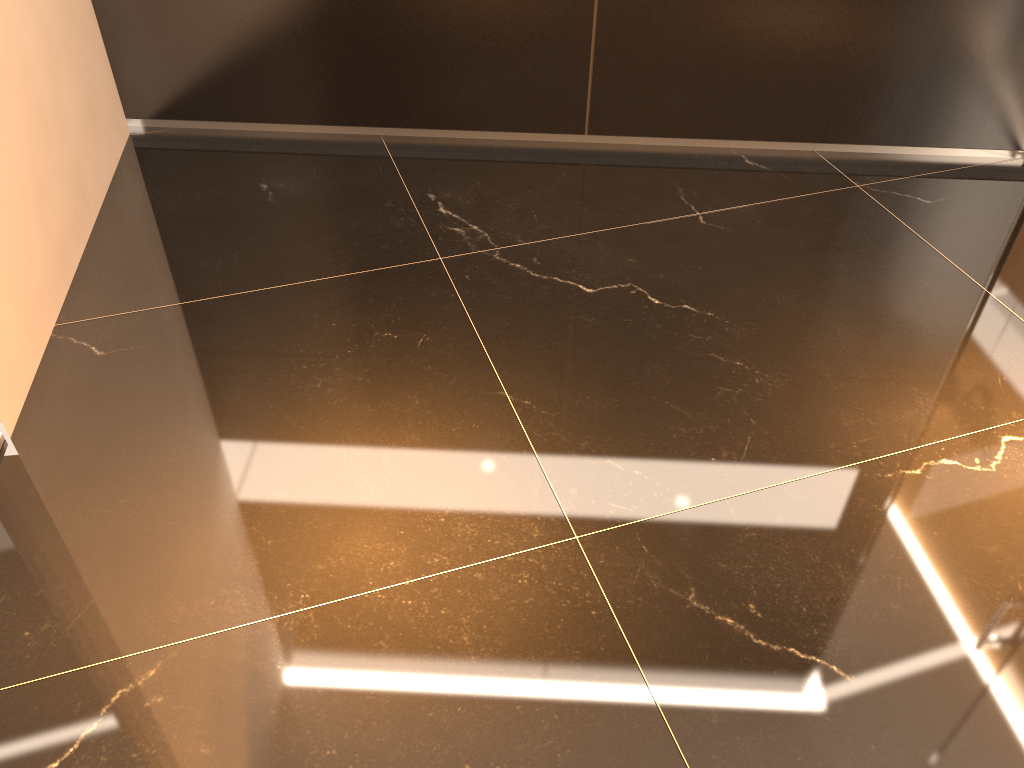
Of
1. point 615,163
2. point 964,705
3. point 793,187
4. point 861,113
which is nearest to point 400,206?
Result: point 615,163
